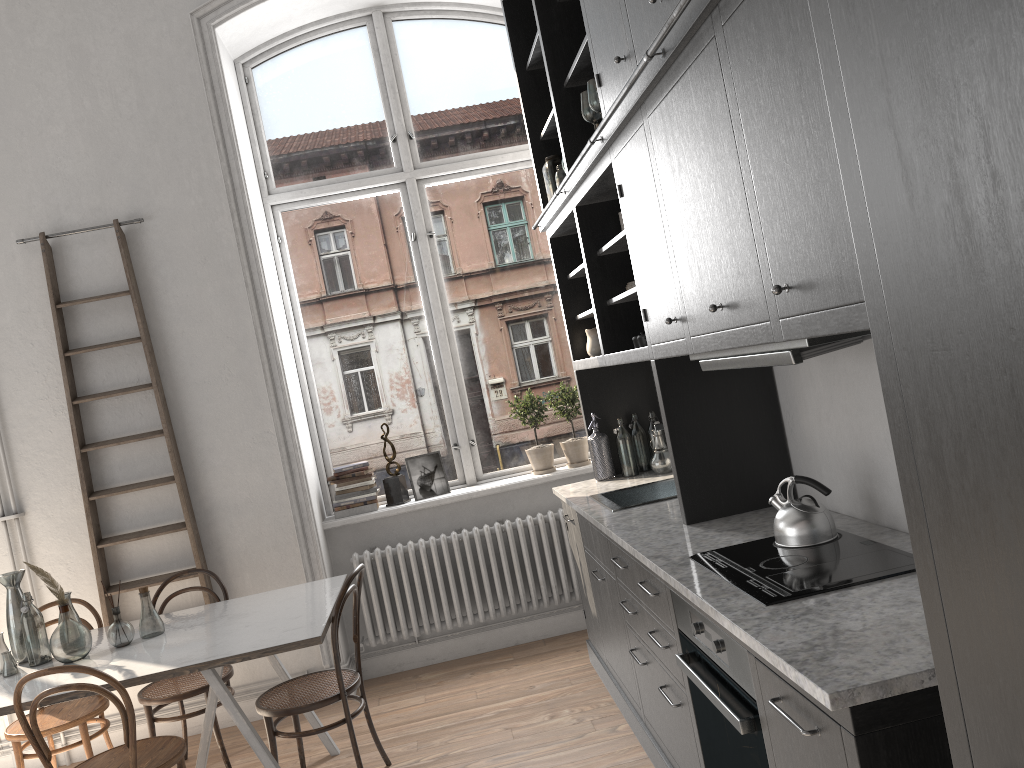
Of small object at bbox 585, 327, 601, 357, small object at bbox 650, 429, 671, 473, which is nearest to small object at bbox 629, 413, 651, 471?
small object at bbox 650, 429, 671, 473

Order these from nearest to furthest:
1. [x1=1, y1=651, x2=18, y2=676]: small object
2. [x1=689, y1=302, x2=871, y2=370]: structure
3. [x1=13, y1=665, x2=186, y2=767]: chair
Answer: [x1=689, y1=302, x2=871, y2=370]: structure → [x1=13, y1=665, x2=186, y2=767]: chair → [x1=1, y1=651, x2=18, y2=676]: small object

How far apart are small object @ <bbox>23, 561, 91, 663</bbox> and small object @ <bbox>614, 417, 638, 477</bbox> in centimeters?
252cm

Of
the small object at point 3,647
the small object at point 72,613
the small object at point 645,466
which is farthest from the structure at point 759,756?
the small object at point 3,647

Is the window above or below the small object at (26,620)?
above

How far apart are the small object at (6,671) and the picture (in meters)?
2.24

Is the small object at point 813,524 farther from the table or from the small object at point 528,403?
the small object at point 528,403

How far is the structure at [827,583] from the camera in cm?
206

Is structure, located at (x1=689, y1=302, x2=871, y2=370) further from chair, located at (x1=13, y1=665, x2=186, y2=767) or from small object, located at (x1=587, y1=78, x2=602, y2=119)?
chair, located at (x1=13, y1=665, x2=186, y2=767)

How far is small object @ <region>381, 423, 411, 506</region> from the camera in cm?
520
